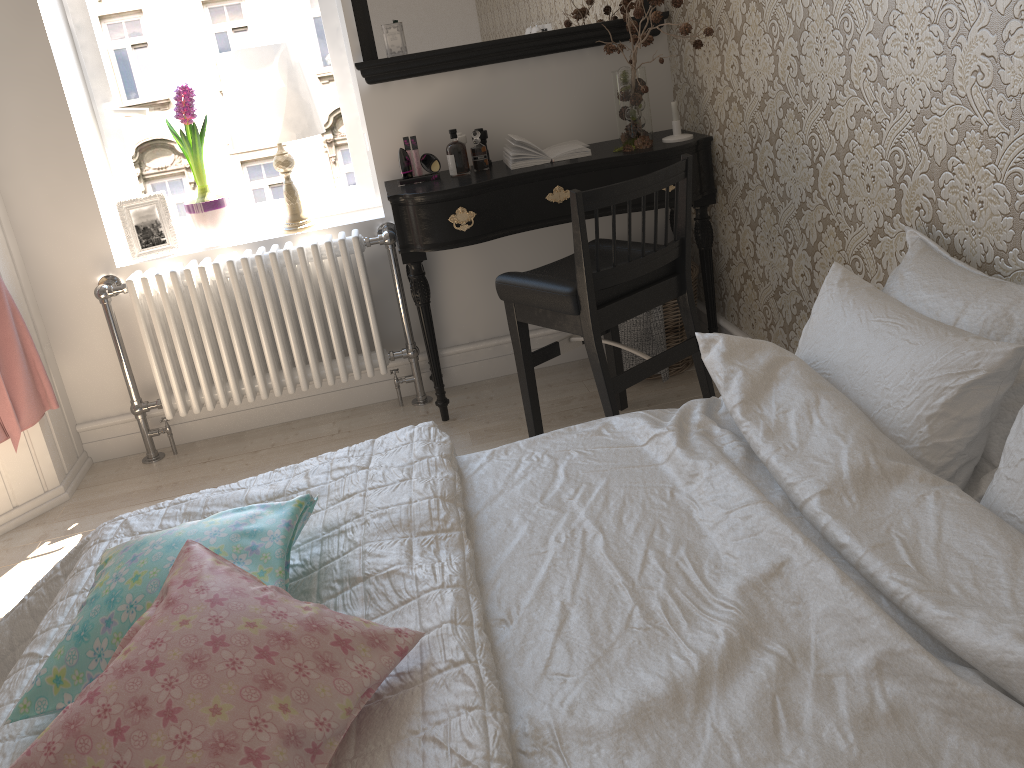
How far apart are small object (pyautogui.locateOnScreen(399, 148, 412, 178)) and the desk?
0.1m

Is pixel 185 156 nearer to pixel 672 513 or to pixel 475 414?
pixel 475 414

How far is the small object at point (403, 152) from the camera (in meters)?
2.98

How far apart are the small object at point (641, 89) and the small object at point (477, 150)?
0.5m

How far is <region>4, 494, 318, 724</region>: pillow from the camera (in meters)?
1.17

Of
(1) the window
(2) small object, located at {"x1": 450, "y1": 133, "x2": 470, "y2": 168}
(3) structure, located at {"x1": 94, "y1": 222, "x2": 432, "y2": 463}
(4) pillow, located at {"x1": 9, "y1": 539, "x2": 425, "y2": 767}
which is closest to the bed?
(4) pillow, located at {"x1": 9, "y1": 539, "x2": 425, "y2": 767}

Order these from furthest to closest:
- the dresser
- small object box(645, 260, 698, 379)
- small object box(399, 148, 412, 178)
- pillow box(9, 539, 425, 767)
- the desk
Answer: small object box(645, 260, 698, 379), small object box(399, 148, 412, 178), the dresser, the desk, pillow box(9, 539, 425, 767)

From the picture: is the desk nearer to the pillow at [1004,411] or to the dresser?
the pillow at [1004,411]

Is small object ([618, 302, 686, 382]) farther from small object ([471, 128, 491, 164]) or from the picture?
the picture

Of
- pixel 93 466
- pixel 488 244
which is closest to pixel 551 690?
pixel 488 244
